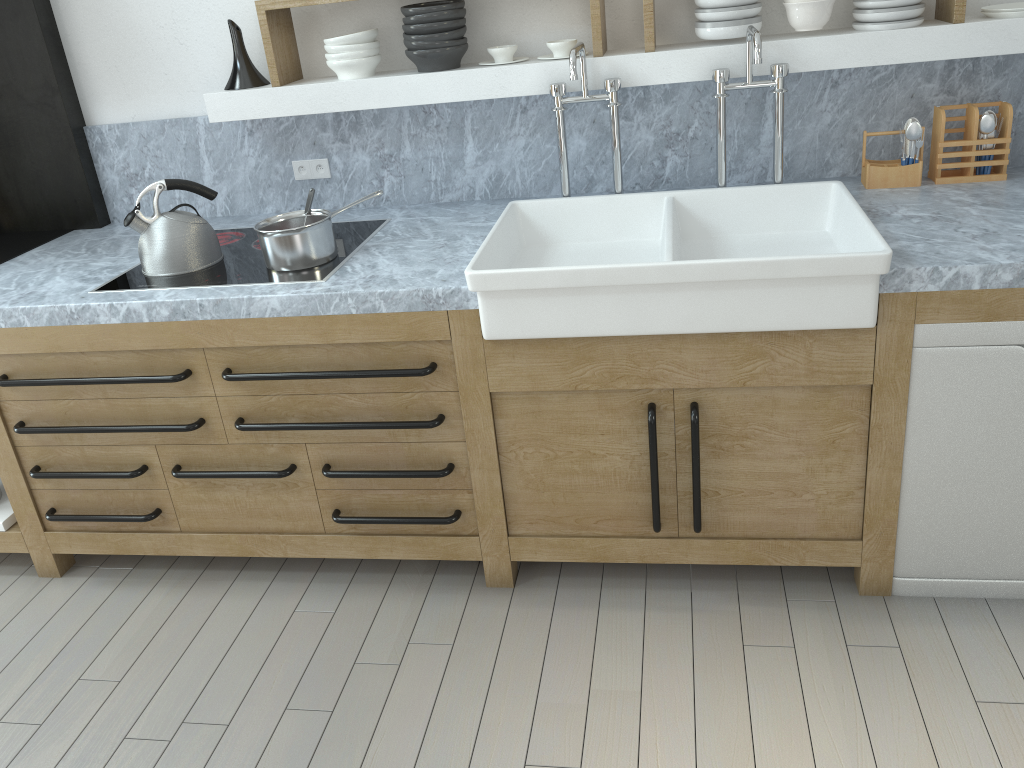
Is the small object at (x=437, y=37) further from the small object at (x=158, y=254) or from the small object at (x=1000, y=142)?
the small object at (x=1000, y=142)

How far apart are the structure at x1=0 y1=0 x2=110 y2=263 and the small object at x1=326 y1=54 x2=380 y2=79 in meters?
1.1

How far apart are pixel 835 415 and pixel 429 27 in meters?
1.7 m

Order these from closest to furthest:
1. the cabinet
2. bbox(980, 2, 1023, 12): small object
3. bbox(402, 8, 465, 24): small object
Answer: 1. the cabinet
2. bbox(980, 2, 1023, 12): small object
3. bbox(402, 8, 465, 24): small object

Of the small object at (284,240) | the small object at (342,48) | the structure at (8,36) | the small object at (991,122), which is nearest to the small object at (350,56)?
the small object at (342,48)

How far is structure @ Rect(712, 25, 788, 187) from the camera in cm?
255

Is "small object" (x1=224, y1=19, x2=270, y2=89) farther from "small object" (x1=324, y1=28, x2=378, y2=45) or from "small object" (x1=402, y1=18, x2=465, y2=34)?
"small object" (x1=402, y1=18, x2=465, y2=34)

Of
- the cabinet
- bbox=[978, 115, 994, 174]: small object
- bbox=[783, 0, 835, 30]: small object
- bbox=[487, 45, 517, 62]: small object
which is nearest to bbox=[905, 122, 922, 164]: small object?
bbox=[978, 115, 994, 174]: small object

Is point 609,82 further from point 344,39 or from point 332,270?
point 332,270

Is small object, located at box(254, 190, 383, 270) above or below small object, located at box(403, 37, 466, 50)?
below
